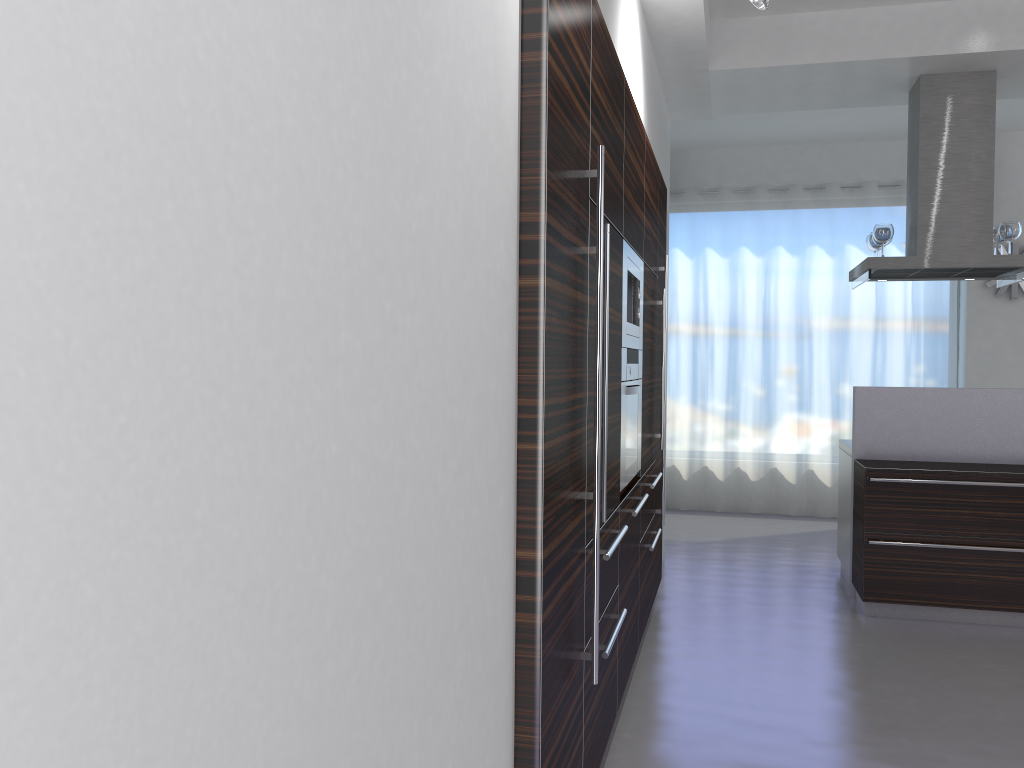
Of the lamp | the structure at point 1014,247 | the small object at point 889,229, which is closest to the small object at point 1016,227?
the small object at point 889,229

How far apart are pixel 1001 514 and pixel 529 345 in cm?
398

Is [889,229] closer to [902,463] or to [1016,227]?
[1016,227]

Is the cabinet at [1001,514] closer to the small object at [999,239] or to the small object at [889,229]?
the small object at [889,229]

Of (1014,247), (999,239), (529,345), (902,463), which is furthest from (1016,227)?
(529,345)

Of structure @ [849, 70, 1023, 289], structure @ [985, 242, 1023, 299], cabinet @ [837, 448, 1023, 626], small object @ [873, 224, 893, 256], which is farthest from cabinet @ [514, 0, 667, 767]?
structure @ [985, 242, 1023, 299]

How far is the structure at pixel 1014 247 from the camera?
7.75m

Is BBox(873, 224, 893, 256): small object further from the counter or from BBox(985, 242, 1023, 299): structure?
BBox(985, 242, 1023, 299): structure

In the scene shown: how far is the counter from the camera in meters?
5.2

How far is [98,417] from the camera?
0.67m
